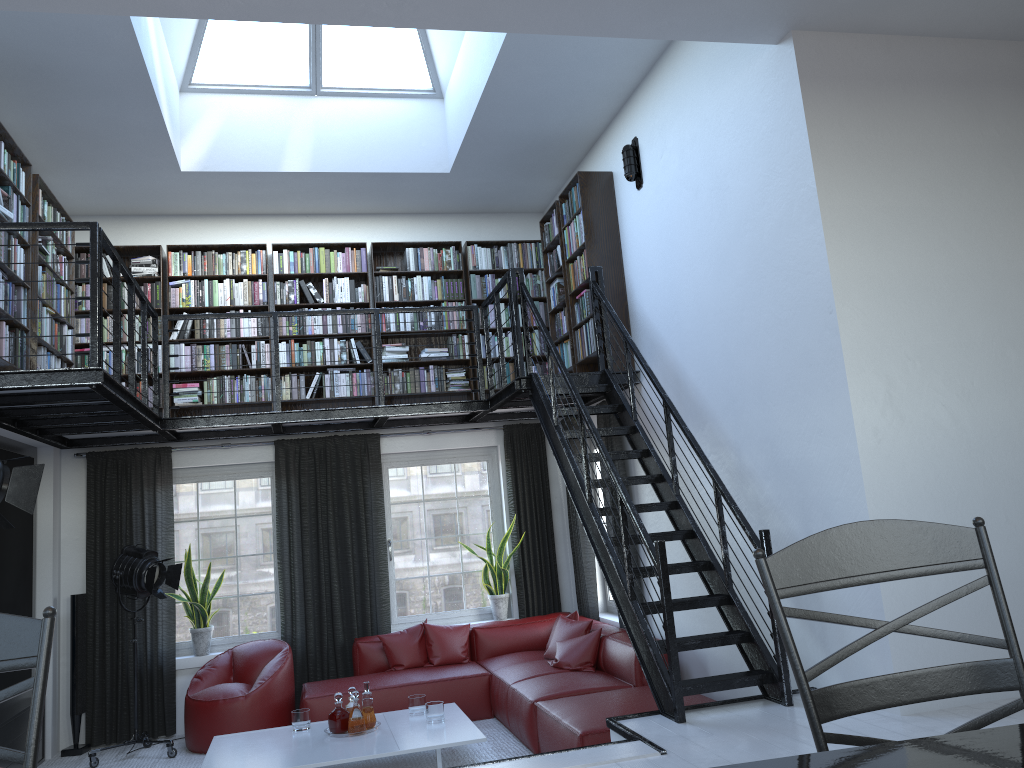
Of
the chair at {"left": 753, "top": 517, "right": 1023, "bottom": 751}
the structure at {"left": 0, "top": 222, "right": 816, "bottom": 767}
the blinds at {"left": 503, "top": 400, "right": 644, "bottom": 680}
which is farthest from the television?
the chair at {"left": 753, "top": 517, "right": 1023, "bottom": 751}

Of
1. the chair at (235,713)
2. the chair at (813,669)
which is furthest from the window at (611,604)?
the chair at (813,669)

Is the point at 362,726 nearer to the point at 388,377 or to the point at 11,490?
the point at 11,490

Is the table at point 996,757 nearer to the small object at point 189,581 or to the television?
the television

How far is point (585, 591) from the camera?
7.9 meters

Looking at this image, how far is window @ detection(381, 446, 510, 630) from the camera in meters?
8.2 m

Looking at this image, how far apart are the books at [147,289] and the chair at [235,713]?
2.39m

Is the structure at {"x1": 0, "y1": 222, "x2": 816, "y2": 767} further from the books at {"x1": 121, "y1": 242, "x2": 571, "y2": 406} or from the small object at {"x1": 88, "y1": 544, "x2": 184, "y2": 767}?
the small object at {"x1": 88, "y1": 544, "x2": 184, "y2": 767}

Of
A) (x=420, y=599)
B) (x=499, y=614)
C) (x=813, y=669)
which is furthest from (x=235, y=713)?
(x=813, y=669)

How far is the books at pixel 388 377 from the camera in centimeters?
807cm
